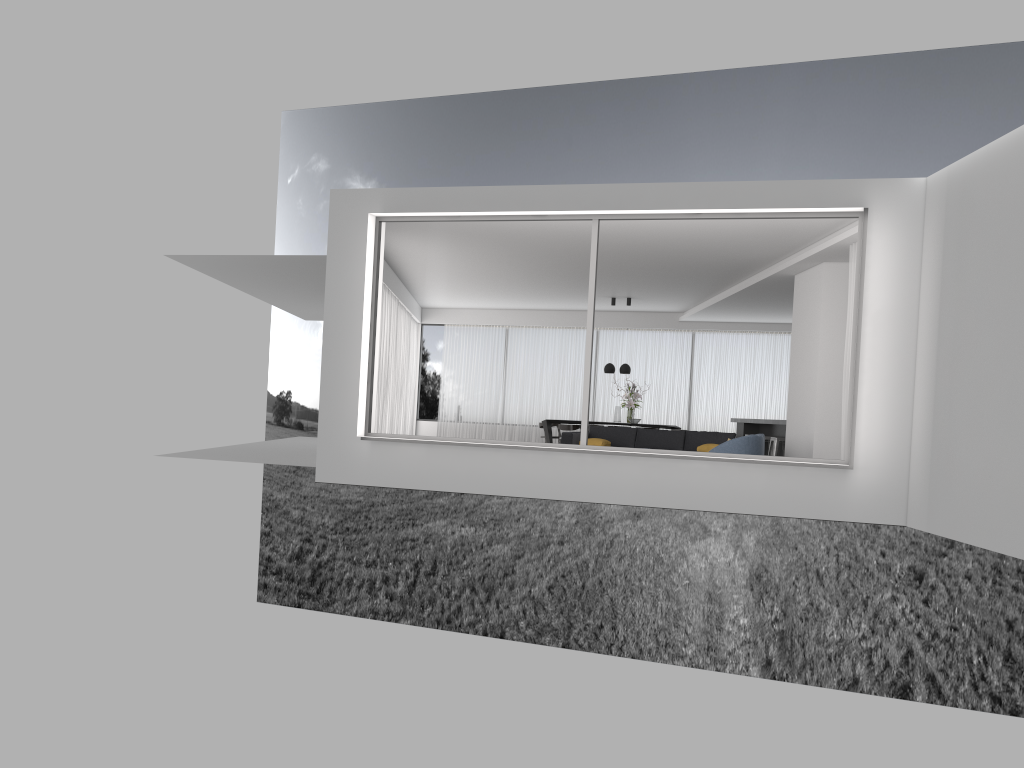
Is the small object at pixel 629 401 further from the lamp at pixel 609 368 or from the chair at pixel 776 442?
the chair at pixel 776 442

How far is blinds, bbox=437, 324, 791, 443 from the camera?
19.57m

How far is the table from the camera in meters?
17.1

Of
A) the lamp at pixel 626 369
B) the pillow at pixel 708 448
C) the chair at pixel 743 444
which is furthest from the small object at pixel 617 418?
the chair at pixel 743 444

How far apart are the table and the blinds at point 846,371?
7.97m

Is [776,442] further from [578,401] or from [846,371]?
[578,401]

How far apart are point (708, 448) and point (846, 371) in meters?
3.0

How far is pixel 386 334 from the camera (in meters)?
15.08

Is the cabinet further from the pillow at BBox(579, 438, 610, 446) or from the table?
the pillow at BBox(579, 438, 610, 446)

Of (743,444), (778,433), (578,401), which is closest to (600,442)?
(743,444)
